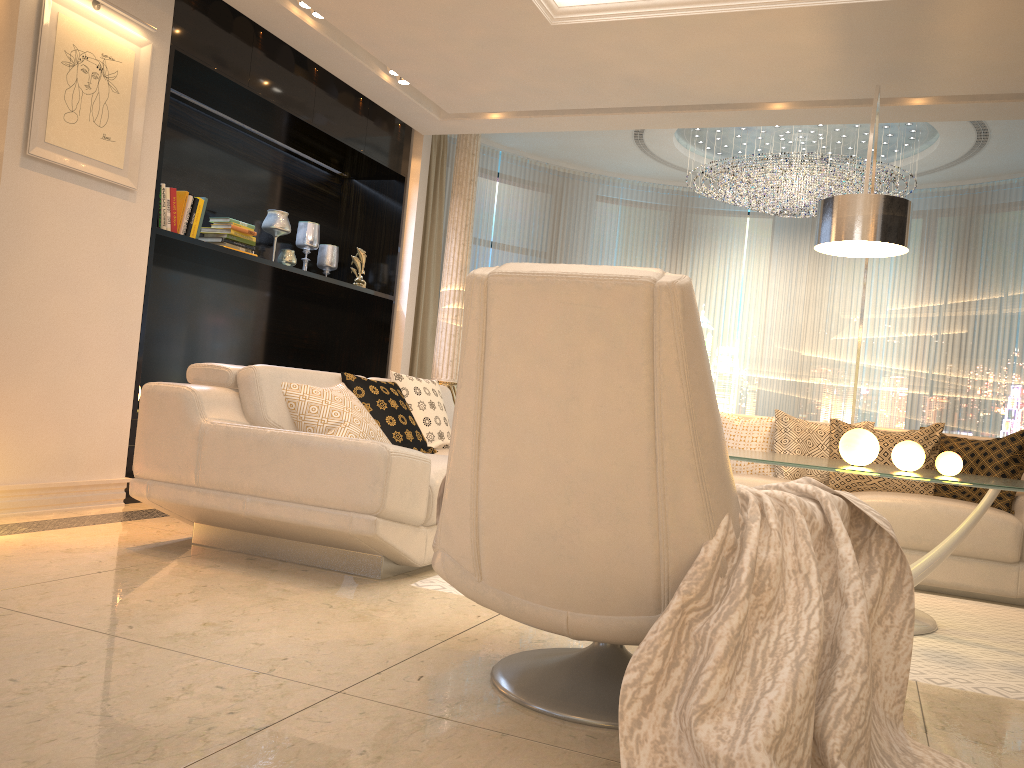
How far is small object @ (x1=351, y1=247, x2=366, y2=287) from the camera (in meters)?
6.43

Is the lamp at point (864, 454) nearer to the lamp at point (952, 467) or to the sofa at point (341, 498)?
the lamp at point (952, 467)

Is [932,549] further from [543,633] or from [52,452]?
[52,452]

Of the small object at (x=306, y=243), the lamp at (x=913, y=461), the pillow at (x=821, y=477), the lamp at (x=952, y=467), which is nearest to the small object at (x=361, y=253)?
the small object at (x=306, y=243)

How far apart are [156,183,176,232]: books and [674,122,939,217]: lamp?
4.32m

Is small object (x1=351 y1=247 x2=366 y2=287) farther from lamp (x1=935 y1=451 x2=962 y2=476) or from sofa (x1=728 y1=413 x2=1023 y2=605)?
lamp (x1=935 y1=451 x2=962 y2=476)

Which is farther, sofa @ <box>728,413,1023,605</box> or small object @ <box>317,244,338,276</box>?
small object @ <box>317,244,338,276</box>

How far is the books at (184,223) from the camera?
4.78m

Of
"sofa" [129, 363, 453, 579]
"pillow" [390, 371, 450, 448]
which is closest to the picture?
"sofa" [129, 363, 453, 579]

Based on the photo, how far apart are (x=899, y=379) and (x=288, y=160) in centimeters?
579cm
